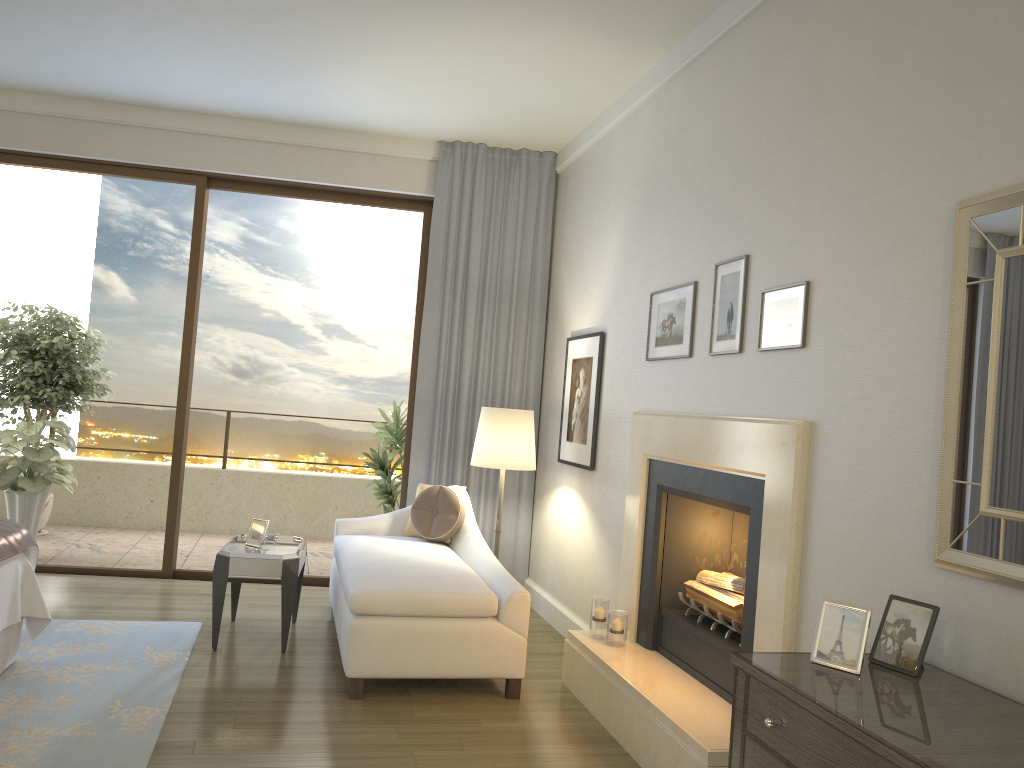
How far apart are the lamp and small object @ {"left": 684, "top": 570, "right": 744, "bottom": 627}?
1.5m

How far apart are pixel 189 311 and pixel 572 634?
3.5 meters

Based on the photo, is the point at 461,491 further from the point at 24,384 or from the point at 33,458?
the point at 24,384

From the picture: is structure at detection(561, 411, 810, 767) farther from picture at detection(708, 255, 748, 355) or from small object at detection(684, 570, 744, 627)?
picture at detection(708, 255, 748, 355)

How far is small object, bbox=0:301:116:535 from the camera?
7.1 meters

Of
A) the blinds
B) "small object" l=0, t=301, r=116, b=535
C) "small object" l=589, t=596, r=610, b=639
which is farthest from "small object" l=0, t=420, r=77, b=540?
"small object" l=589, t=596, r=610, b=639

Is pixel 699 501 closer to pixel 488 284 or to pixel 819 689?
pixel 819 689

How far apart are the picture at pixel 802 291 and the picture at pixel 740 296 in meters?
0.1

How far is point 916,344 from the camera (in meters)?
2.48

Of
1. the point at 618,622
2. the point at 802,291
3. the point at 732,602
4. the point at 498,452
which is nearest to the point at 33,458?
the point at 498,452
